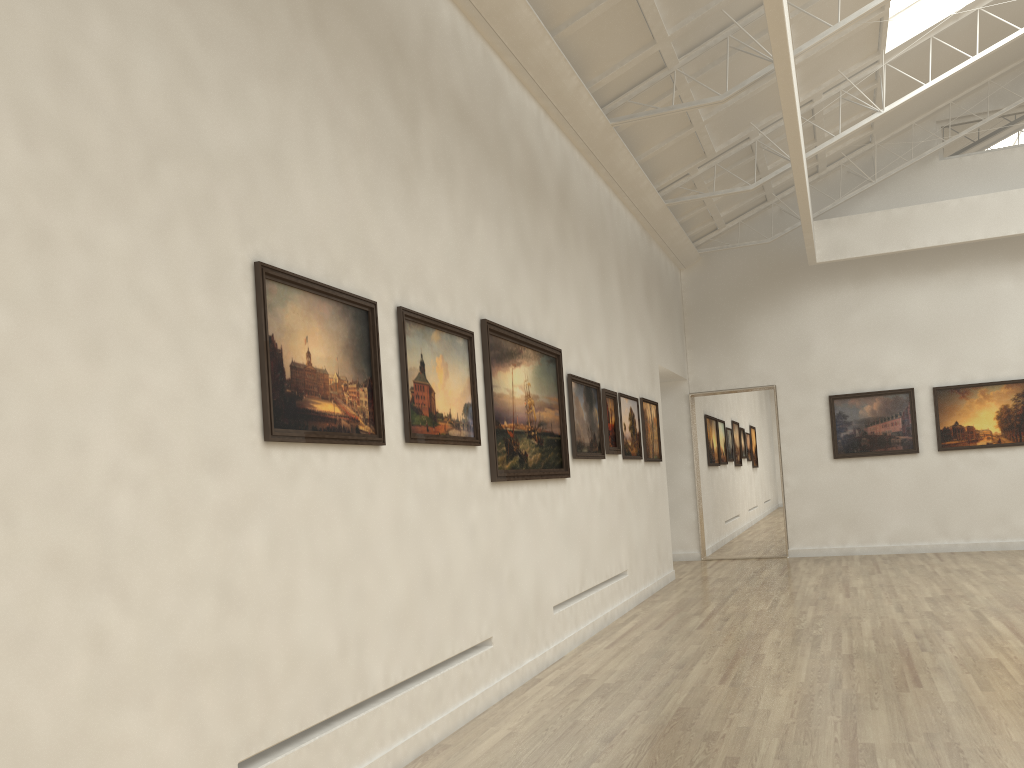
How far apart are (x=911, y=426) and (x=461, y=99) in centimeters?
2027cm

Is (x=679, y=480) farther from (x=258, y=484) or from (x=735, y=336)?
(x=258, y=484)
